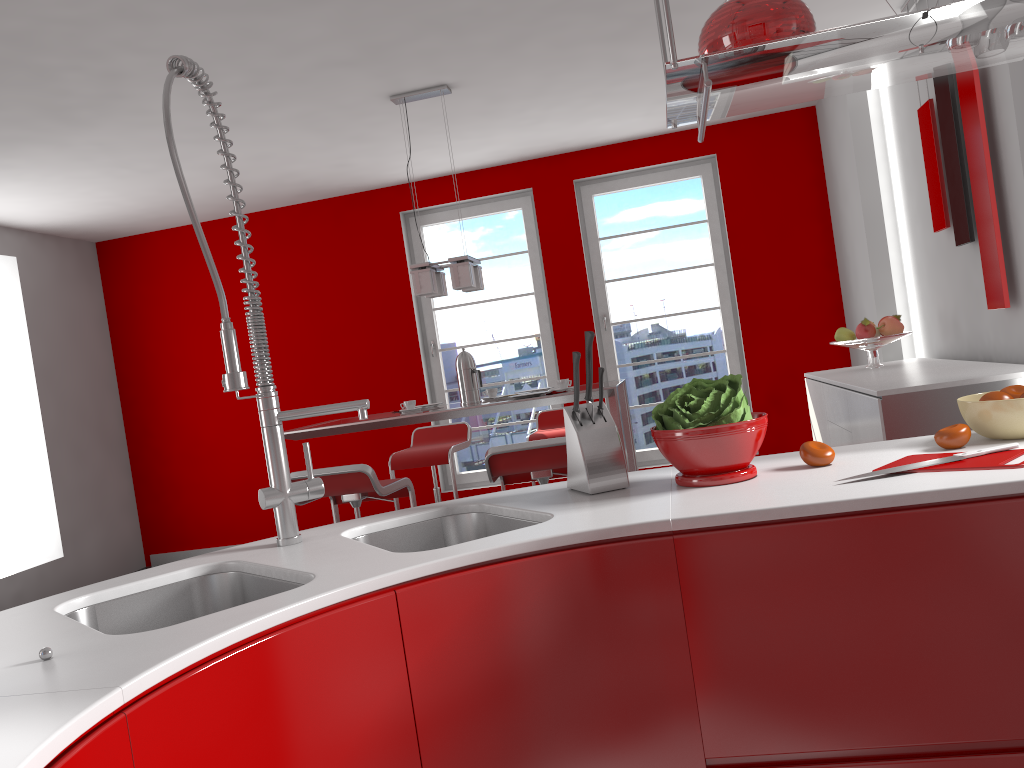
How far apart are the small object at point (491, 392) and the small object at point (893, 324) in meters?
2.0

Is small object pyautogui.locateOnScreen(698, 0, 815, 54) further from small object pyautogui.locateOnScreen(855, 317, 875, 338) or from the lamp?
small object pyautogui.locateOnScreen(855, 317, 875, 338)

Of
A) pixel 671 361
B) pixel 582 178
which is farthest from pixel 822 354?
pixel 582 178

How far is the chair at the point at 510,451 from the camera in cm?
346

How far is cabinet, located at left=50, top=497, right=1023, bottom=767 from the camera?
1.2 meters

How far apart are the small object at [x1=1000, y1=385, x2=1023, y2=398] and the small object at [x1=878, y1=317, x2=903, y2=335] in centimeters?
278cm

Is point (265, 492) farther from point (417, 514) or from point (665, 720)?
point (665, 720)

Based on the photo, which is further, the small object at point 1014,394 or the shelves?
the small object at point 1014,394

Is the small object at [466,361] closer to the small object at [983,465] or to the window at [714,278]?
the window at [714,278]

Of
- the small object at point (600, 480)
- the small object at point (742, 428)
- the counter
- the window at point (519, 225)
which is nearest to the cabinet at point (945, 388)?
the counter
